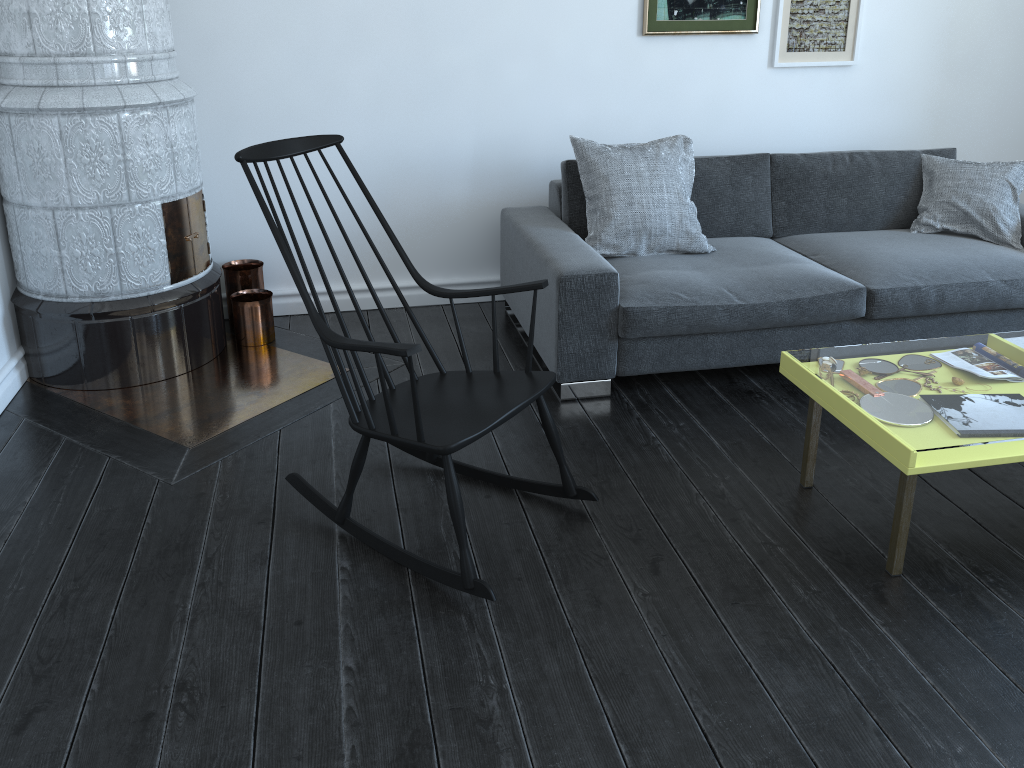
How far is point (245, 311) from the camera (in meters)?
3.58

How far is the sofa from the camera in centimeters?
309cm

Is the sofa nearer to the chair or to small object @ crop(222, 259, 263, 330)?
the chair

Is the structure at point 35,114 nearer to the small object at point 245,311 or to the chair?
the small object at point 245,311

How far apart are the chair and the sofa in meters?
0.6

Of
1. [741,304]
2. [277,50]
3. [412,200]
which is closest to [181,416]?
[412,200]

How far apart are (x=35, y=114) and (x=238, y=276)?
1.0m

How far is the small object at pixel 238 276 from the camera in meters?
3.7

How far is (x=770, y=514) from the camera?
2.5m

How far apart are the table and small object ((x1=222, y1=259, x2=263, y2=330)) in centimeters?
224cm
